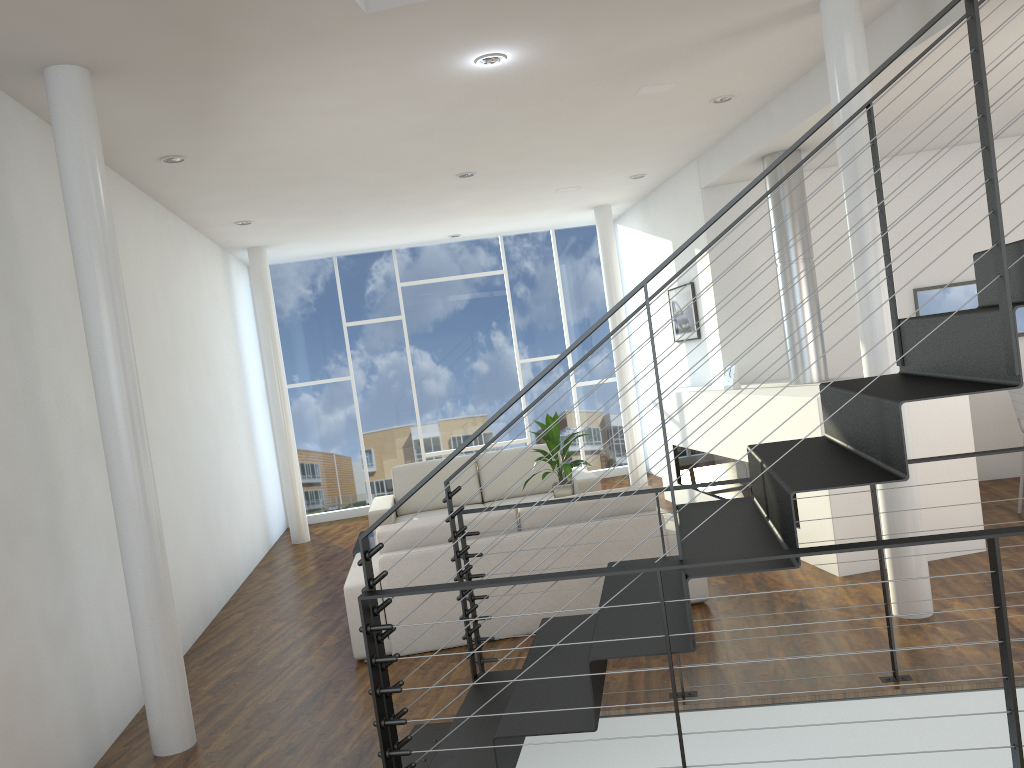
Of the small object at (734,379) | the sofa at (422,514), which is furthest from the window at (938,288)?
the sofa at (422,514)

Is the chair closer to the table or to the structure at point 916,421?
the structure at point 916,421

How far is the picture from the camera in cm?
650

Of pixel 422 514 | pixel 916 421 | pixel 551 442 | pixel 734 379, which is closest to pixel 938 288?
pixel 734 379

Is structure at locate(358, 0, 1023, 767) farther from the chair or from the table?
the chair

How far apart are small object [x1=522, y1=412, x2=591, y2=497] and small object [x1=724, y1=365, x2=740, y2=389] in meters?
1.2 m

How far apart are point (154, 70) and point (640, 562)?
2.4 meters

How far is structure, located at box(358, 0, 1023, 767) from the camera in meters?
1.9

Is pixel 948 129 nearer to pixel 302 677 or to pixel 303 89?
pixel 303 89

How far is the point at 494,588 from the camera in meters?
3.9 m
